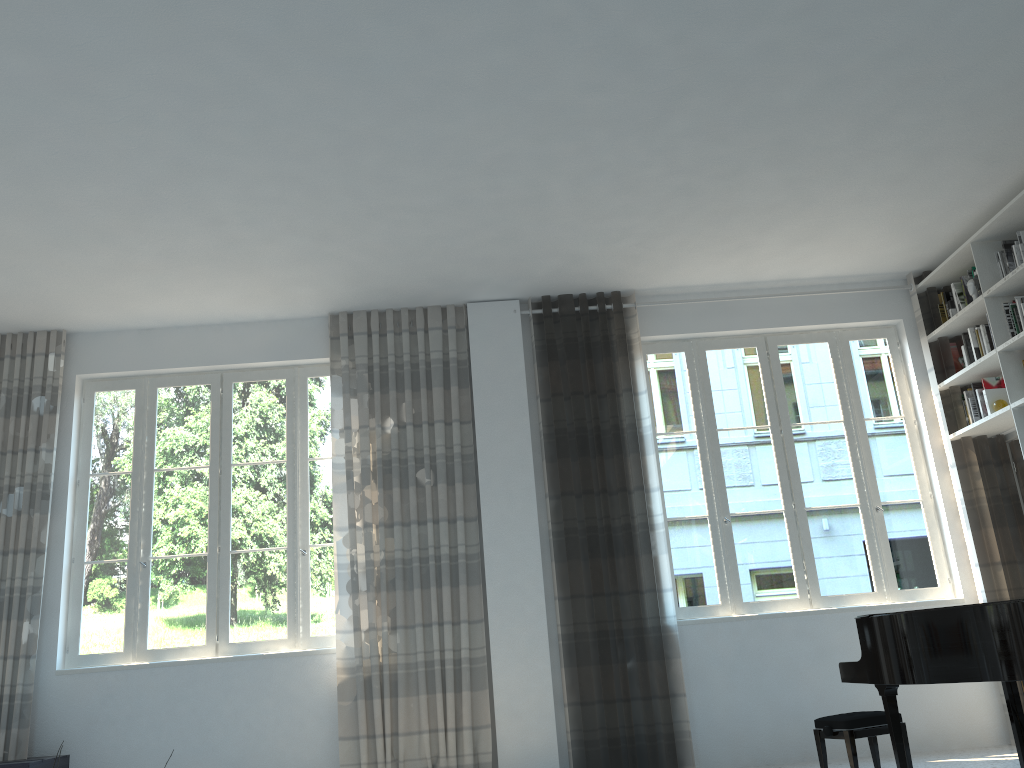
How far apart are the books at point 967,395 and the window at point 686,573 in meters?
0.4

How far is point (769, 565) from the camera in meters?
6.0 m

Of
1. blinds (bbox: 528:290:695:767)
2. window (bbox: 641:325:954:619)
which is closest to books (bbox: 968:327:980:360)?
window (bbox: 641:325:954:619)

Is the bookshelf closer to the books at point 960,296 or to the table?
the books at point 960,296

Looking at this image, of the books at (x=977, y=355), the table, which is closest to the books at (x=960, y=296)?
the books at (x=977, y=355)

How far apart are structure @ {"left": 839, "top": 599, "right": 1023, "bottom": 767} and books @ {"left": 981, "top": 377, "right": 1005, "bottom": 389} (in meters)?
2.52

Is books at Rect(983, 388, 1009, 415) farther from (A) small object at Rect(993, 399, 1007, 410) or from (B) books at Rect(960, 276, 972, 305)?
(B) books at Rect(960, 276, 972, 305)

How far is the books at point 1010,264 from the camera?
5.51m

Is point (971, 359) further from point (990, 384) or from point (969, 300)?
point (969, 300)

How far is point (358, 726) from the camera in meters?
5.5
